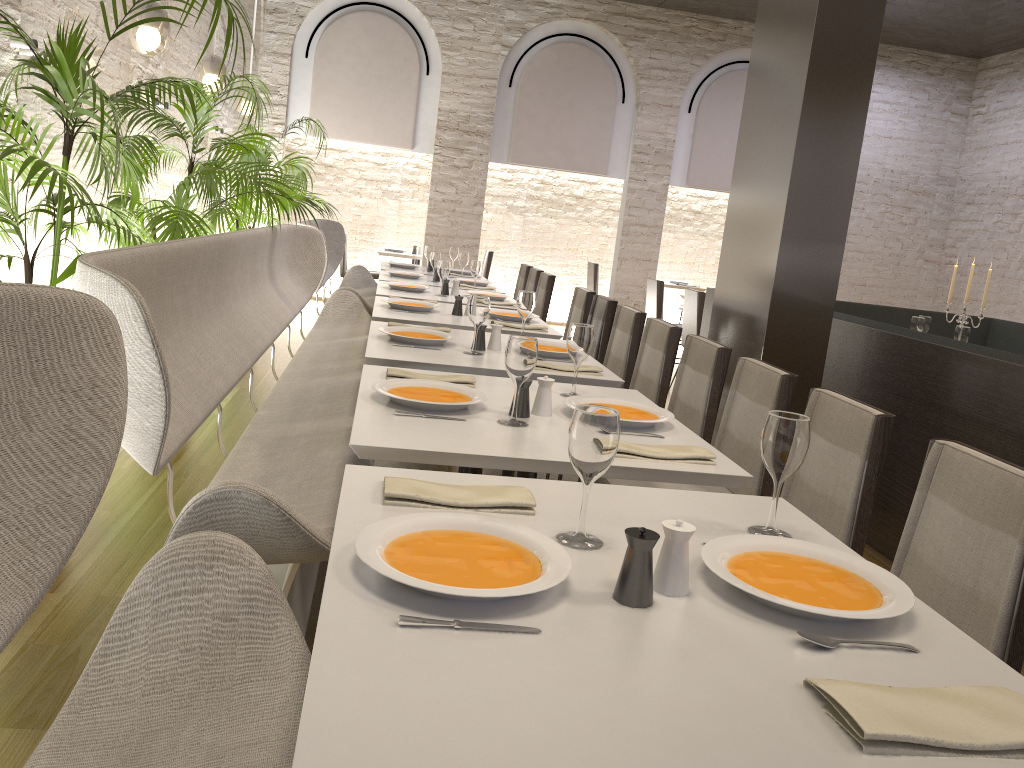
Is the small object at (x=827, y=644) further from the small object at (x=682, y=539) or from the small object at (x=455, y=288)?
the small object at (x=455, y=288)

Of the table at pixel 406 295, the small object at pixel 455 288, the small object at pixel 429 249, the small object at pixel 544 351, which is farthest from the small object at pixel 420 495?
the small object at pixel 429 249

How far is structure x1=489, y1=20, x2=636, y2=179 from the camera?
9.9 meters

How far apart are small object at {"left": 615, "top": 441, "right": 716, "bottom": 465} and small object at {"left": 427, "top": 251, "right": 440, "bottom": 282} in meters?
4.7

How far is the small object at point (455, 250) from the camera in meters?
8.2 m

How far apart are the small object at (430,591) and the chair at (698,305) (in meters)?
6.06

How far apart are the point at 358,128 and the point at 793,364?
6.92m

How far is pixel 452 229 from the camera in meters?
10.0

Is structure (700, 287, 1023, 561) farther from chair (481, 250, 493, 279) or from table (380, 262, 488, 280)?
chair (481, 250, 493, 279)

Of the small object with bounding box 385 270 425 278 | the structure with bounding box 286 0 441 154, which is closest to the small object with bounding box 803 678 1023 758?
the small object with bounding box 385 270 425 278
